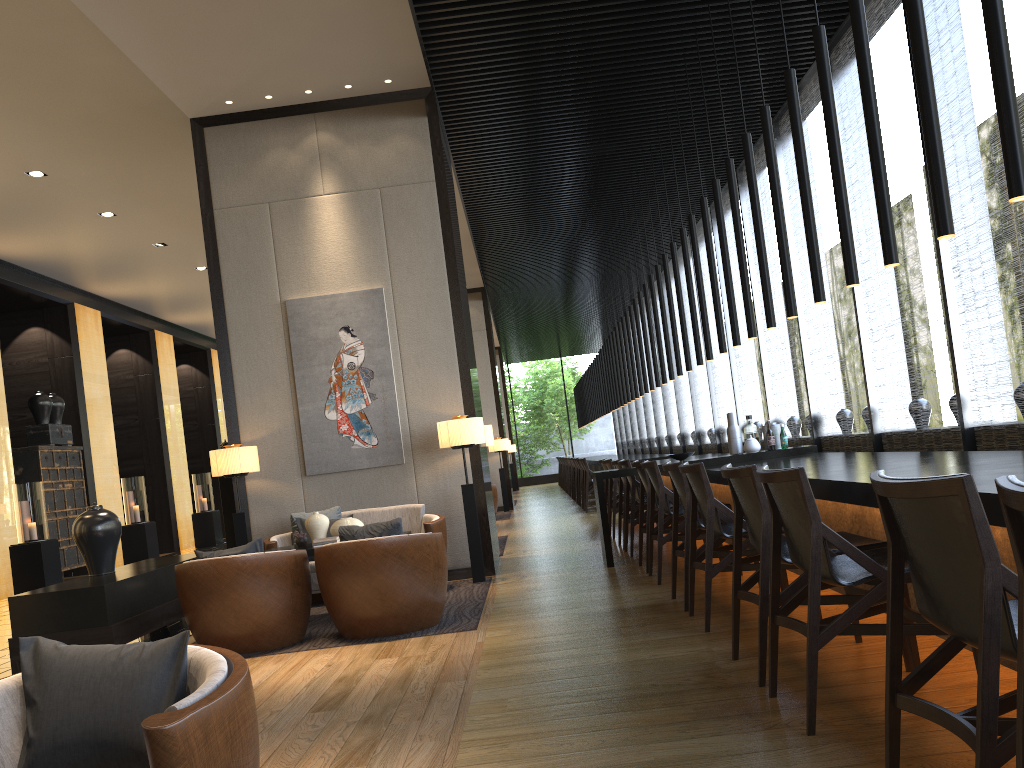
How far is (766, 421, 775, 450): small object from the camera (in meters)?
7.08

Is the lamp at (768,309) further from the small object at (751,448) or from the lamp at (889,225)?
the lamp at (889,225)

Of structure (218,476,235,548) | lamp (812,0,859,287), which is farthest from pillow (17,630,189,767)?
structure (218,476,235,548)

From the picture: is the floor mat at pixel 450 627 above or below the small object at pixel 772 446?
below

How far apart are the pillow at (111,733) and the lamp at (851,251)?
3.4 meters

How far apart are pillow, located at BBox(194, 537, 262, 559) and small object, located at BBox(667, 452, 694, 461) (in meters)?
3.45

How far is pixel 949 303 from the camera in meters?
5.7 m

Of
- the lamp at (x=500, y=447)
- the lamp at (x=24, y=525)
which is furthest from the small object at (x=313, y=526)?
the lamp at (x=500, y=447)

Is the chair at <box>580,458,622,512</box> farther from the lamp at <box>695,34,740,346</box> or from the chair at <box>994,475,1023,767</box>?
the chair at <box>994,475,1023,767</box>

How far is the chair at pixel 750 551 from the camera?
4.9m
